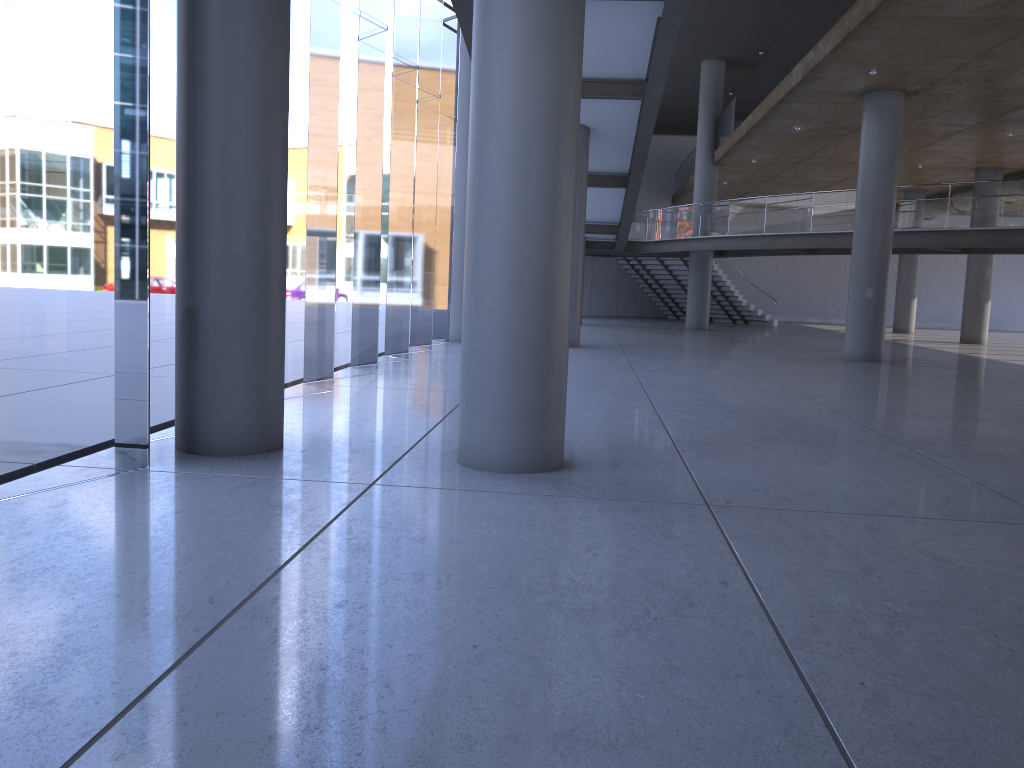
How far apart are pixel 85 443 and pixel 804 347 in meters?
22.1 m
